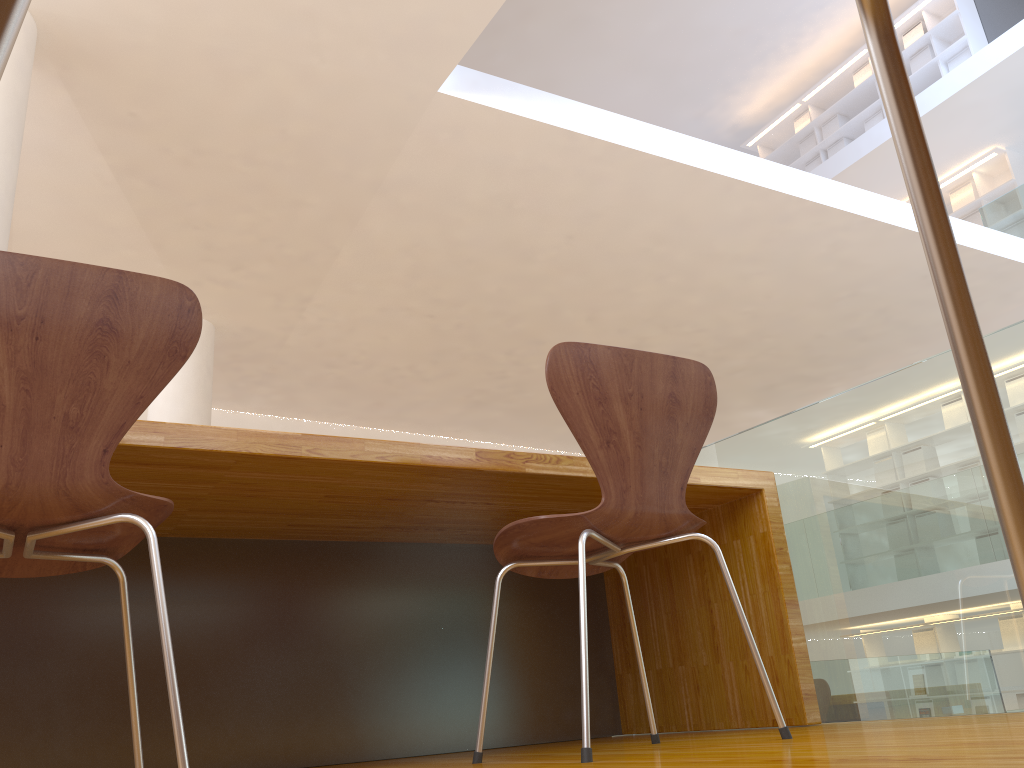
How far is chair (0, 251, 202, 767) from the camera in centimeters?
112cm

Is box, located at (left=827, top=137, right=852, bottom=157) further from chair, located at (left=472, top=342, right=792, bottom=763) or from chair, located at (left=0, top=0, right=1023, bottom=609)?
chair, located at (left=0, top=0, right=1023, bottom=609)

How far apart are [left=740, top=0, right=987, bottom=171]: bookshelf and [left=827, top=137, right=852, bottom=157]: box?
0.1 meters

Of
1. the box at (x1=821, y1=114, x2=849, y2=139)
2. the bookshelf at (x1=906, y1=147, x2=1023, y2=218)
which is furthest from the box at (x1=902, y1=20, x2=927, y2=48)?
the bookshelf at (x1=906, y1=147, x2=1023, y2=218)

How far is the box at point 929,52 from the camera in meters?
9.4

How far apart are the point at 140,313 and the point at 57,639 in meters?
1.2

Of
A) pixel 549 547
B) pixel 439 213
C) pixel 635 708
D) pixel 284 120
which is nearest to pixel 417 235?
pixel 439 213

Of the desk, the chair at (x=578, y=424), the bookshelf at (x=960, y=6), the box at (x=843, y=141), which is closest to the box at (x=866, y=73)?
the bookshelf at (x=960, y=6)

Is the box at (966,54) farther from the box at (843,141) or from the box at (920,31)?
the box at (843,141)

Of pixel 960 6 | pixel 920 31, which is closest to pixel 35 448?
pixel 960 6
